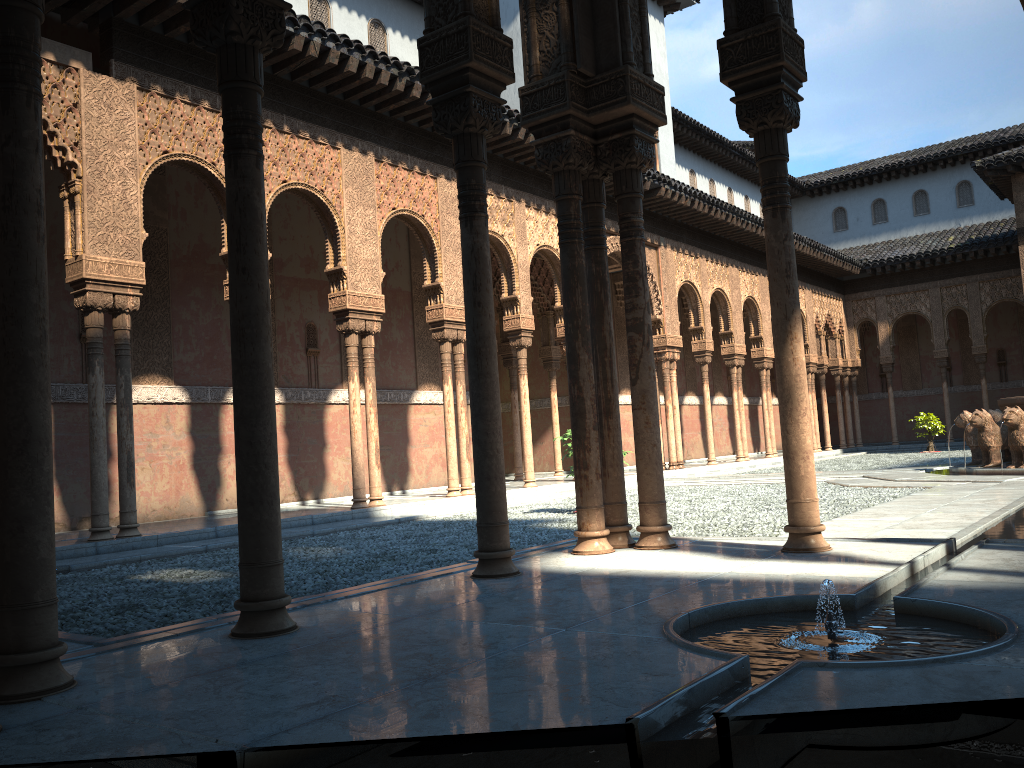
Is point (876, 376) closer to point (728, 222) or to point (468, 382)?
point (728, 222)

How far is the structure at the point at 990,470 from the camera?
13.92m

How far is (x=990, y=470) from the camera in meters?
13.9 m

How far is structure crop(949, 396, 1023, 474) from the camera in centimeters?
1392cm
